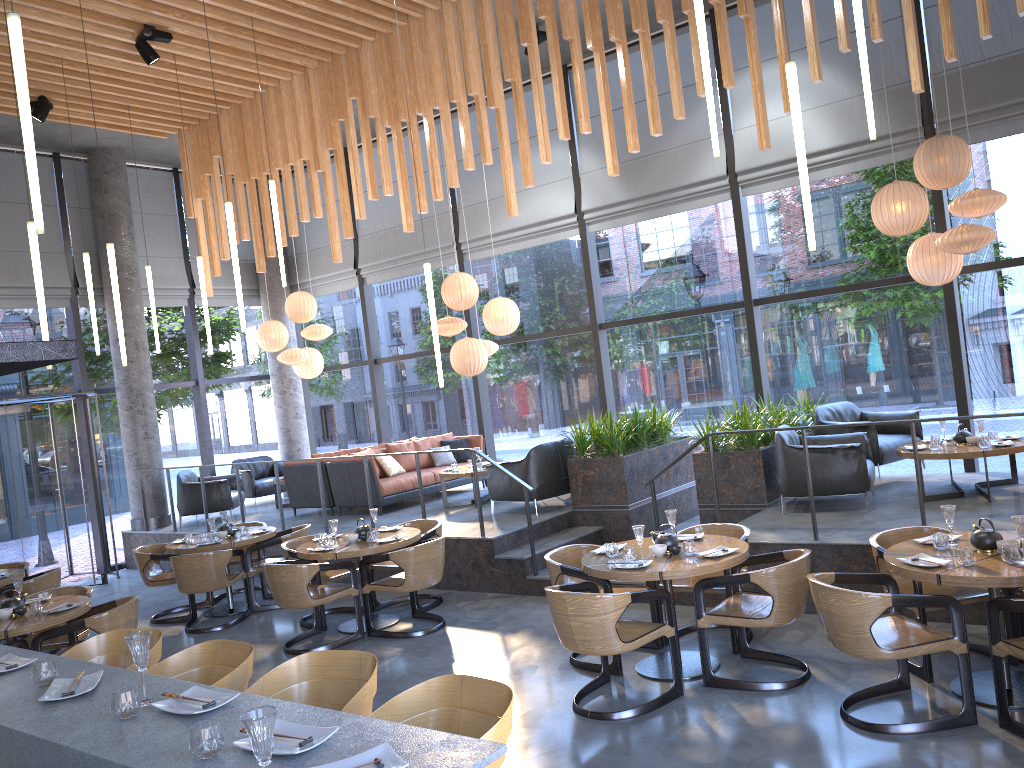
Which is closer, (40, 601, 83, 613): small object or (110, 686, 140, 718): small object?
(110, 686, 140, 718): small object

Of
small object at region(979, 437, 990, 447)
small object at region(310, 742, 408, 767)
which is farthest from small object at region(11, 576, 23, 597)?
small object at region(979, 437, 990, 447)

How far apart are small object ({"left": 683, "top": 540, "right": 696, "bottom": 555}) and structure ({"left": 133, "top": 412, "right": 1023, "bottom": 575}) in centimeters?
268cm

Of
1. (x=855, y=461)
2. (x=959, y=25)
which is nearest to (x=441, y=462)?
(x=855, y=461)

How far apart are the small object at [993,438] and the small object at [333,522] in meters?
5.7 m

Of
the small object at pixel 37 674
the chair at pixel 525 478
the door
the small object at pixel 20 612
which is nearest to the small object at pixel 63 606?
the small object at pixel 20 612

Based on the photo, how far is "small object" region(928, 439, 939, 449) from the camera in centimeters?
755cm

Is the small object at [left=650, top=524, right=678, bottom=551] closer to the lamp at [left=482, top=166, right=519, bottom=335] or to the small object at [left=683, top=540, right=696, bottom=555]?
the small object at [left=683, top=540, right=696, bottom=555]

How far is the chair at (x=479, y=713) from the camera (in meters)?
2.88

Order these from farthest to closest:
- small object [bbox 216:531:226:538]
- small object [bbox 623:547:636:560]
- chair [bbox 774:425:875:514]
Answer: small object [bbox 216:531:226:538], chair [bbox 774:425:875:514], small object [bbox 623:547:636:560]
